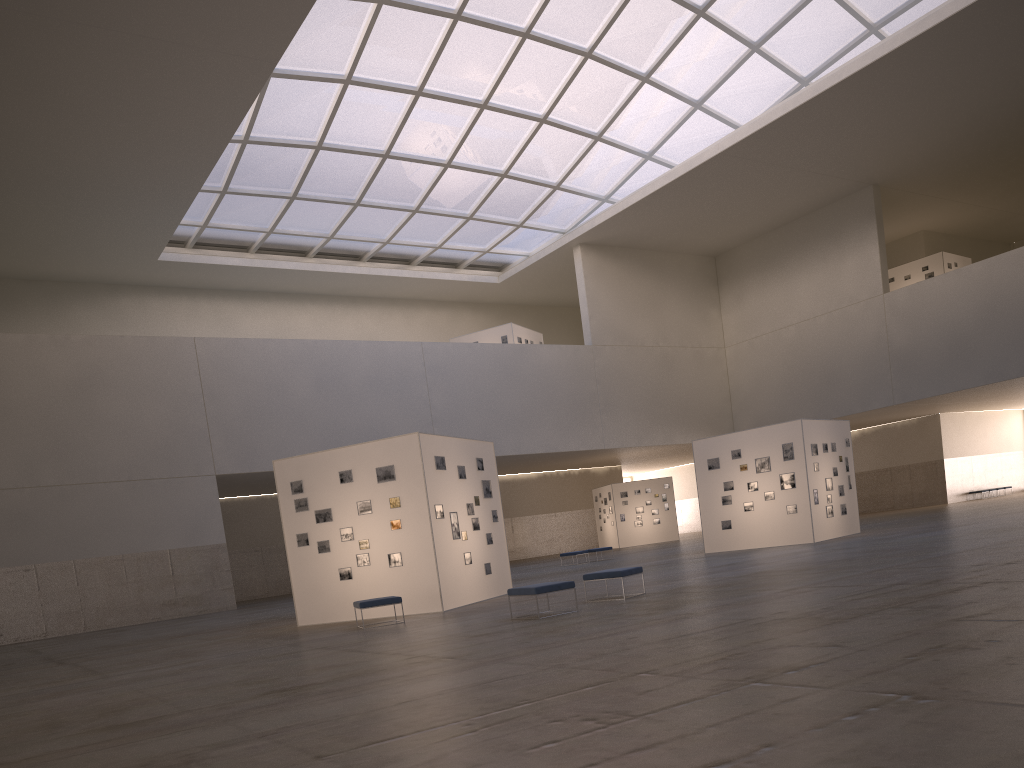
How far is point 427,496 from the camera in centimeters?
2181cm

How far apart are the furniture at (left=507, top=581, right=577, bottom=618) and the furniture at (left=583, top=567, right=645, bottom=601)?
1.9 meters

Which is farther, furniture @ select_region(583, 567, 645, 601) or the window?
the window

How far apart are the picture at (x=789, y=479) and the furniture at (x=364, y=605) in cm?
1807

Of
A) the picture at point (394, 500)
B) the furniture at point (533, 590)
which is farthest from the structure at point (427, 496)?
the furniture at point (533, 590)

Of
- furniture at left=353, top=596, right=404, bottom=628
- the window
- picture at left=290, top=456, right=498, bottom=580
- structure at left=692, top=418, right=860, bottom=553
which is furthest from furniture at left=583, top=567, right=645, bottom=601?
the window

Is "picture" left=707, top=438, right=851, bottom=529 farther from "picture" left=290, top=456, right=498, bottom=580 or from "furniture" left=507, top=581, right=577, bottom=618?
"furniture" left=507, top=581, right=577, bottom=618

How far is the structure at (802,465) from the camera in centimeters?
3208cm

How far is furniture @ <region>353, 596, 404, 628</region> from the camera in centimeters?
1941cm

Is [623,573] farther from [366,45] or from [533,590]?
[366,45]
